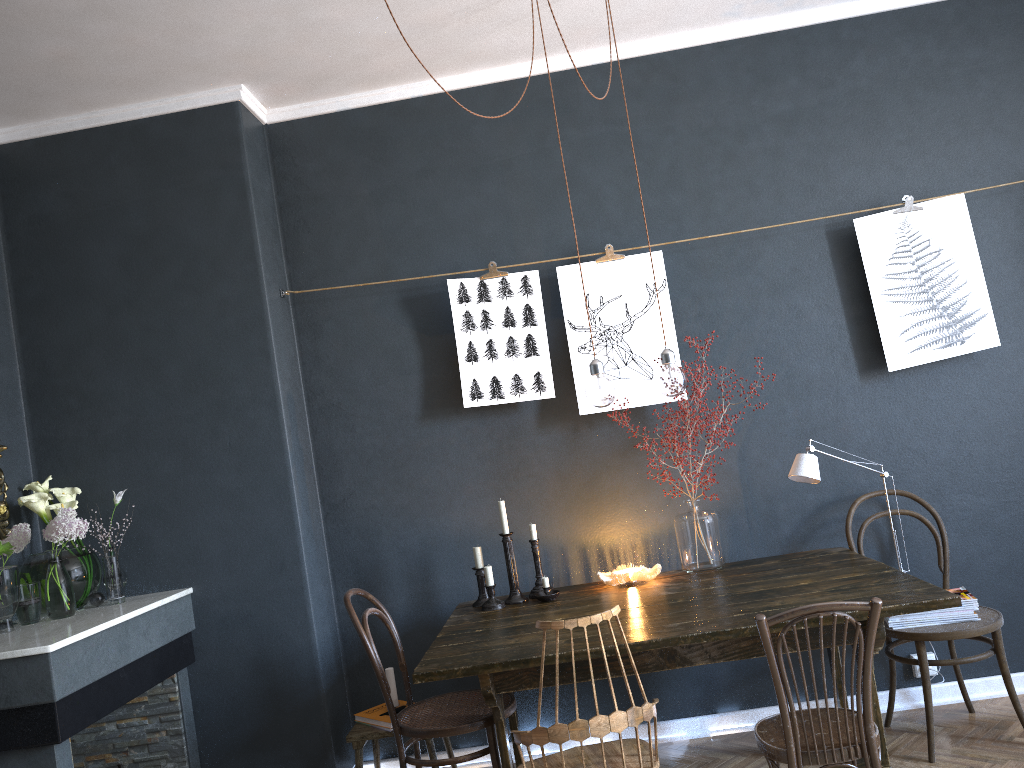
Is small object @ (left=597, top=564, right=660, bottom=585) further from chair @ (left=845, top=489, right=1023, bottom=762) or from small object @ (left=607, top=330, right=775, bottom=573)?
chair @ (left=845, top=489, right=1023, bottom=762)

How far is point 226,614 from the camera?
3.6m

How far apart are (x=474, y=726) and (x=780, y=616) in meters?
1.2

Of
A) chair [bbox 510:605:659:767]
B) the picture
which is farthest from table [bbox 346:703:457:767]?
the picture

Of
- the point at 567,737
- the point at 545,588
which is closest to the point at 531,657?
the point at 567,737

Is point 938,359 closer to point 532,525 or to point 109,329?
point 532,525

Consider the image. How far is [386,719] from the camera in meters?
3.5

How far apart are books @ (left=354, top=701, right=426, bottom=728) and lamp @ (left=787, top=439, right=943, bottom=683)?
1.8 meters

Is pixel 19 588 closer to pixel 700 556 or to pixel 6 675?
pixel 6 675

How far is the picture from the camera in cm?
369
